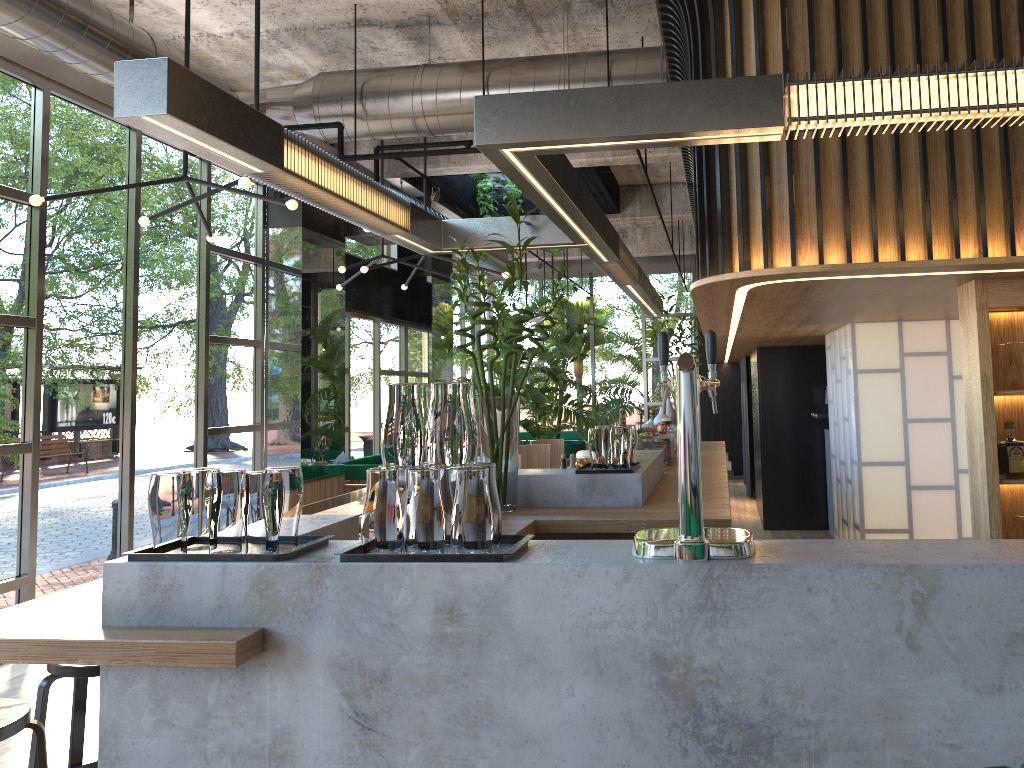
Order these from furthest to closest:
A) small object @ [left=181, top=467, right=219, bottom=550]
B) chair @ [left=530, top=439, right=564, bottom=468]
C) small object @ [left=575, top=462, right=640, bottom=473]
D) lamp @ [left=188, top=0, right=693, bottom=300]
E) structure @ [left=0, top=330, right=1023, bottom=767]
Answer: chair @ [left=530, top=439, right=564, bottom=468]
lamp @ [left=188, top=0, right=693, bottom=300]
small object @ [left=575, top=462, right=640, bottom=473]
small object @ [left=181, top=467, right=219, bottom=550]
structure @ [left=0, top=330, right=1023, bottom=767]

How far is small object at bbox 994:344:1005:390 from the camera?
4.0 meters

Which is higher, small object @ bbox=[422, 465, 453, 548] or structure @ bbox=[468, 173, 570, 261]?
structure @ bbox=[468, 173, 570, 261]

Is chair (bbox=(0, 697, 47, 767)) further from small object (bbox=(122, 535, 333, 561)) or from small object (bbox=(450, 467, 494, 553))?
small object (bbox=(450, 467, 494, 553))

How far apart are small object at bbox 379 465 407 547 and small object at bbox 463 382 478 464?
0.2m

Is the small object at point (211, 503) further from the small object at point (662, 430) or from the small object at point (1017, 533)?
the small object at point (662, 430)

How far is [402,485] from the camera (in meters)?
2.29

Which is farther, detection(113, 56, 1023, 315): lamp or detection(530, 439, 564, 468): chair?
detection(530, 439, 564, 468): chair

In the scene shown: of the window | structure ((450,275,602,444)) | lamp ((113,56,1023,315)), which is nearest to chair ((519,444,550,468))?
lamp ((113,56,1023,315))

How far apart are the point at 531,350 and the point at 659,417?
4.9m
